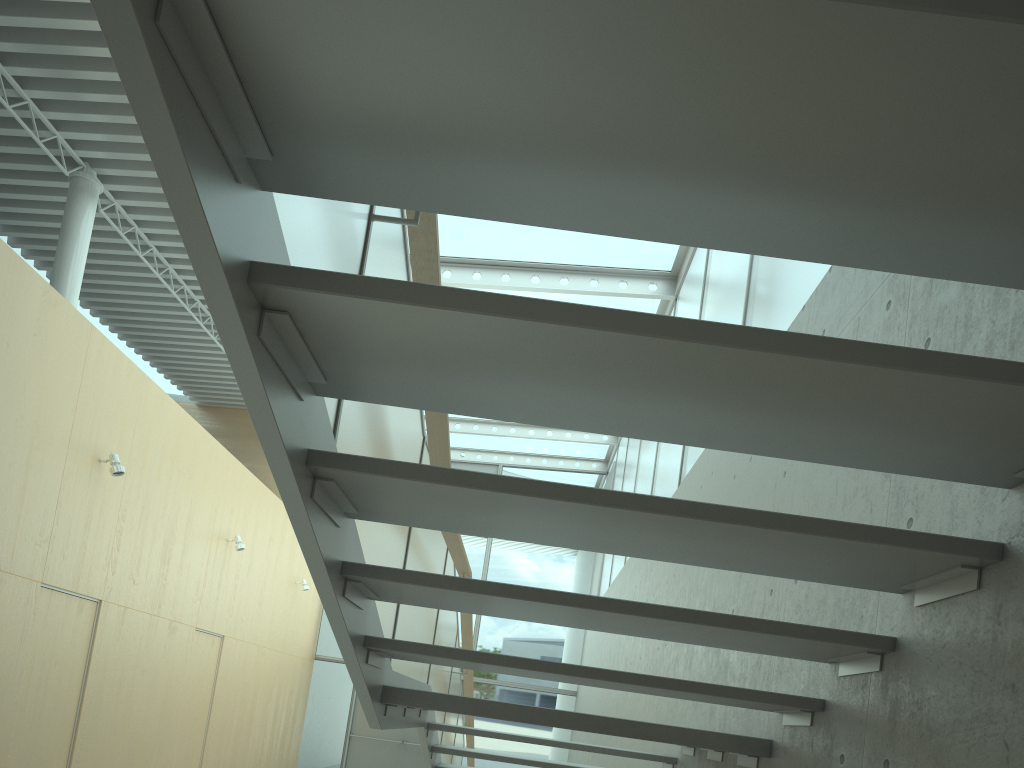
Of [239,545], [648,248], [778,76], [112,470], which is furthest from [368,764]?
[778,76]

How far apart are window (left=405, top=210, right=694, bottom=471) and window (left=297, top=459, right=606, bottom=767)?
0.1 meters

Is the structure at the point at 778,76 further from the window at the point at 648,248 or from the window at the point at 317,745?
the window at the point at 317,745

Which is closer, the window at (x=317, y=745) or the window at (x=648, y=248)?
the window at (x=648, y=248)

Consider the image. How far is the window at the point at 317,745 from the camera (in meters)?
14.05

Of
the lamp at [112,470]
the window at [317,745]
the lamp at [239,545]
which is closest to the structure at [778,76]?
the lamp at [112,470]

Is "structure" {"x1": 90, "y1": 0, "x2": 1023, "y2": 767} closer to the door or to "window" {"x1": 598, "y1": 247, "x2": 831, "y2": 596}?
"window" {"x1": 598, "y1": 247, "x2": 831, "y2": 596}

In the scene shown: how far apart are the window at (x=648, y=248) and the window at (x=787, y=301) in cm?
11

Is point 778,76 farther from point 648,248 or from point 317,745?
point 317,745

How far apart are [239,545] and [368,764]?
5.84m
